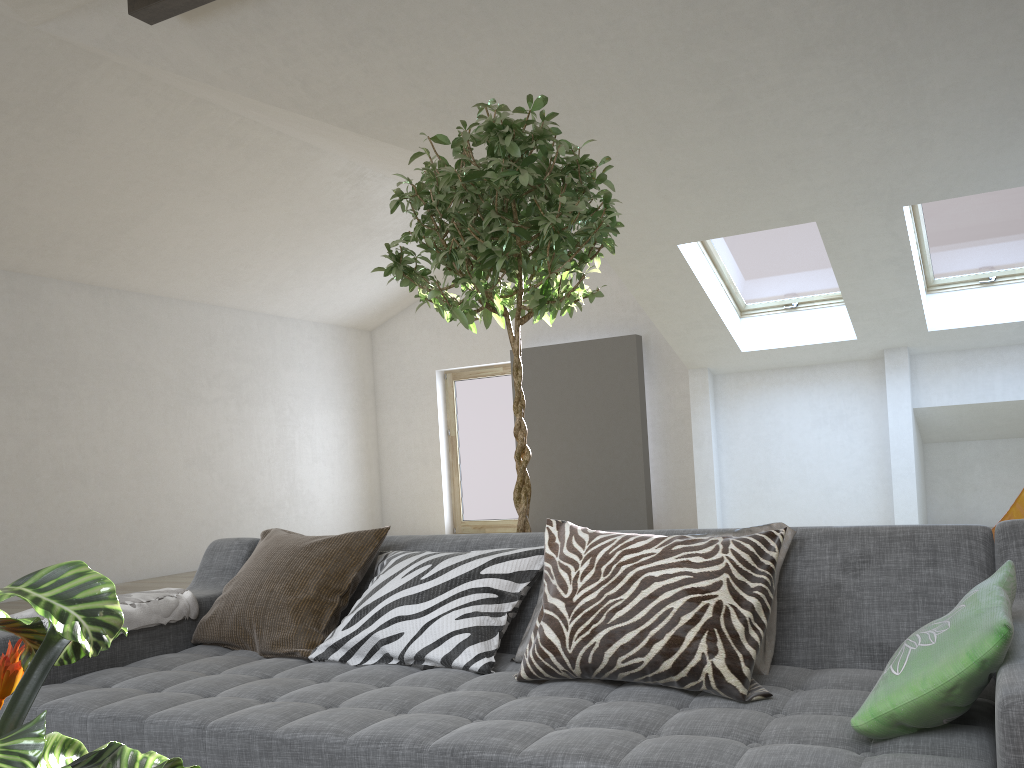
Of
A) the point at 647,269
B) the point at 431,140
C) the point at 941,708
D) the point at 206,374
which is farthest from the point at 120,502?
the point at 941,708

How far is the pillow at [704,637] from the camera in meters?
1.7 m

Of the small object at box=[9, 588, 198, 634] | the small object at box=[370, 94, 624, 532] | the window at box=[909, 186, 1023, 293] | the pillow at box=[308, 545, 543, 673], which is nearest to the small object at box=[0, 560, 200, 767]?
the pillow at box=[308, 545, 543, 673]

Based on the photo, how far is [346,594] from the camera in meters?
2.4 m

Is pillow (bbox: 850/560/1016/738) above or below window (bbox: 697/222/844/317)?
below

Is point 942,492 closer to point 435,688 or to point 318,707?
point 435,688

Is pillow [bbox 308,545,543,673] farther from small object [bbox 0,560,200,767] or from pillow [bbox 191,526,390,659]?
small object [bbox 0,560,200,767]

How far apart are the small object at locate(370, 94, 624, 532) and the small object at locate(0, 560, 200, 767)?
1.84m

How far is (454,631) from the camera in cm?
205

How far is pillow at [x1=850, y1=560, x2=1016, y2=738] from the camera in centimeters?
129cm
